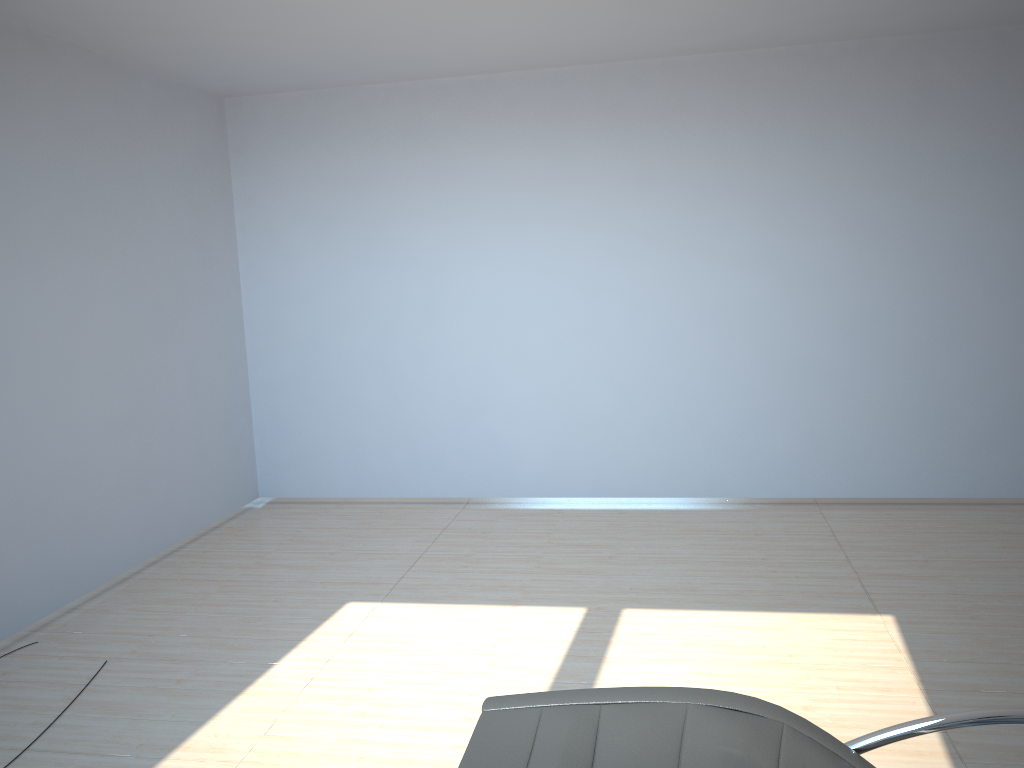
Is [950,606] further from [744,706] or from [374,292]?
[374,292]

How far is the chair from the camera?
1.72m

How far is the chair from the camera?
1.72m
